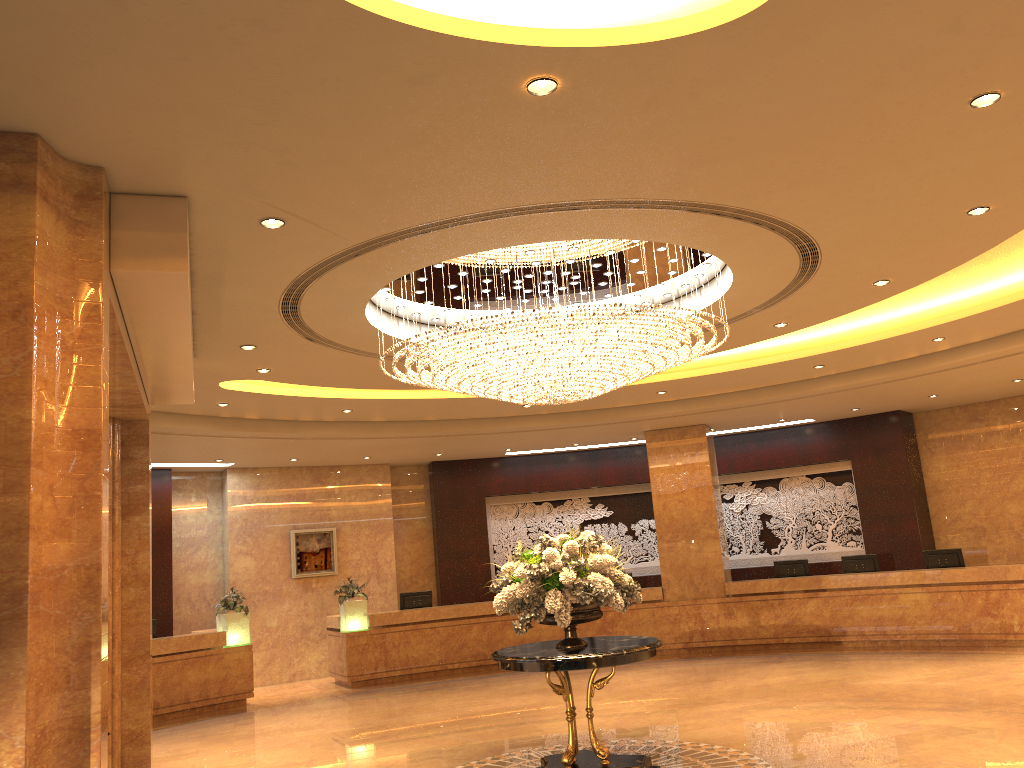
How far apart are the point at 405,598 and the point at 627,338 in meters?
10.0 m

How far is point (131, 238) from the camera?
5.2 meters

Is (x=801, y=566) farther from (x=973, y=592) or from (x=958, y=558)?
(x=973, y=592)

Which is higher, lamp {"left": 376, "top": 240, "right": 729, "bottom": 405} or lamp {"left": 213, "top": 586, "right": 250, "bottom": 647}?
lamp {"left": 376, "top": 240, "right": 729, "bottom": 405}

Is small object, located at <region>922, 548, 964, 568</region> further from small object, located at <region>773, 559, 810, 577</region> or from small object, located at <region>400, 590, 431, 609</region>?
small object, located at <region>400, 590, 431, 609</region>

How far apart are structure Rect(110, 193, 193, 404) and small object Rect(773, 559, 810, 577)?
10.92m

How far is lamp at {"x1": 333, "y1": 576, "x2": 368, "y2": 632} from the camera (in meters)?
14.90

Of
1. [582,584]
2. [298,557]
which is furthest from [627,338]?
[298,557]

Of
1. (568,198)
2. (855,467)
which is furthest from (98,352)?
(855,467)

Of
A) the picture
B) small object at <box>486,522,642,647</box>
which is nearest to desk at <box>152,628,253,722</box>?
the picture
